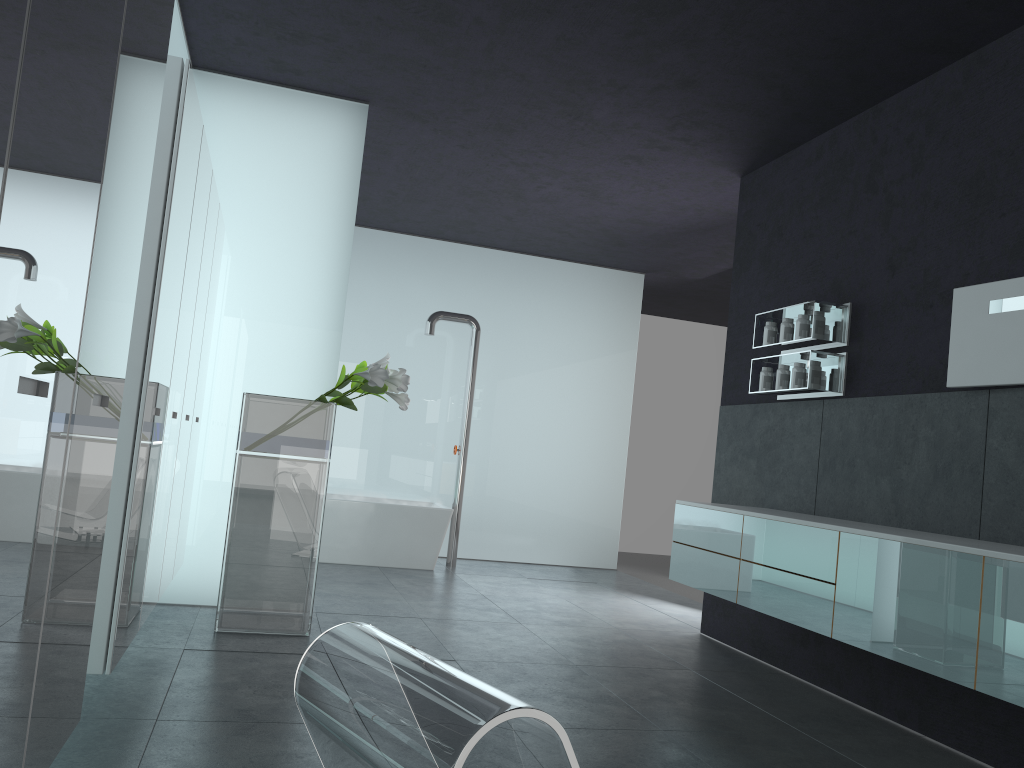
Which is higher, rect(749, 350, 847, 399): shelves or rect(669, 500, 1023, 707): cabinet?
rect(749, 350, 847, 399): shelves

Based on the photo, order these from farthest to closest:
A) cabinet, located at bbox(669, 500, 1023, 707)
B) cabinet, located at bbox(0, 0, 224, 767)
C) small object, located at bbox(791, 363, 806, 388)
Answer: small object, located at bbox(791, 363, 806, 388), cabinet, located at bbox(669, 500, 1023, 707), cabinet, located at bbox(0, 0, 224, 767)

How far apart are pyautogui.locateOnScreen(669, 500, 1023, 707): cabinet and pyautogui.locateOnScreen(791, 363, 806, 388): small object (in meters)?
0.92

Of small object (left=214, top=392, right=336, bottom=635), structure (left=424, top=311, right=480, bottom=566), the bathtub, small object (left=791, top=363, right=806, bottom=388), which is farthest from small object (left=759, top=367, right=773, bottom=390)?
structure (left=424, top=311, right=480, bottom=566)

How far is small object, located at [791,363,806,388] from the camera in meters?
5.9 m

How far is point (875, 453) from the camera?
5.35m

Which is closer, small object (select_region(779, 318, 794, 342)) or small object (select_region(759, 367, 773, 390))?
small object (select_region(779, 318, 794, 342))

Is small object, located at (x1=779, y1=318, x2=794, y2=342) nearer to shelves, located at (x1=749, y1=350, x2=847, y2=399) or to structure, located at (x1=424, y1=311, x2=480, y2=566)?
shelves, located at (x1=749, y1=350, x2=847, y2=399)

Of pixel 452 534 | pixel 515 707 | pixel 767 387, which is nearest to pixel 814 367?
pixel 767 387

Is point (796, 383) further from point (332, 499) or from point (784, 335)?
point (332, 499)
